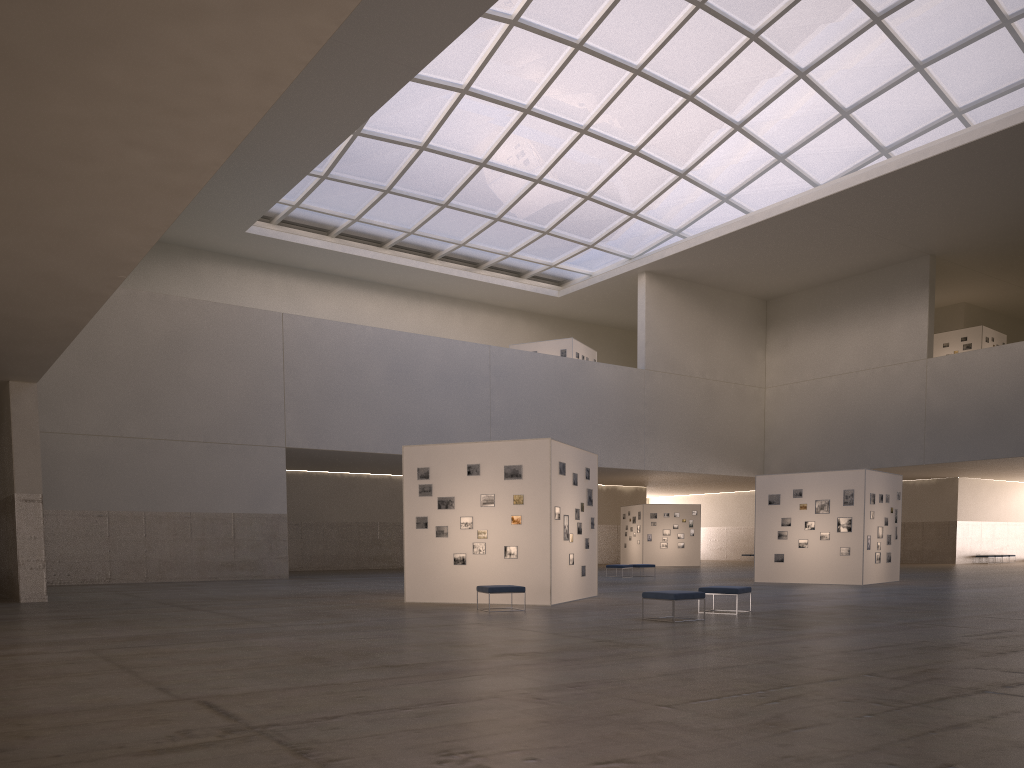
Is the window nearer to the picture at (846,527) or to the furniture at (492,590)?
the picture at (846,527)

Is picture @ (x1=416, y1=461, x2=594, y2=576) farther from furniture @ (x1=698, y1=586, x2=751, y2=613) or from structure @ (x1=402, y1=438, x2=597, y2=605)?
furniture @ (x1=698, y1=586, x2=751, y2=613)

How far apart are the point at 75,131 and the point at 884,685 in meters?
12.0 m

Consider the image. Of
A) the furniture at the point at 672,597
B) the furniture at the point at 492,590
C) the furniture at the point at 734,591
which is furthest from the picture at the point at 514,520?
the furniture at the point at 672,597

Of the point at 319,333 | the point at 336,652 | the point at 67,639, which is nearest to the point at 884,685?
the point at 336,652

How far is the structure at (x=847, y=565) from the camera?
34.0m

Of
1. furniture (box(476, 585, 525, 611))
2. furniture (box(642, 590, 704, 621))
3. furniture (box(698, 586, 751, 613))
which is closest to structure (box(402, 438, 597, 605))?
furniture (box(476, 585, 525, 611))

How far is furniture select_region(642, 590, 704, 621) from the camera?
18.1m

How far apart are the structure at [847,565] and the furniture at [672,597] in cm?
1794

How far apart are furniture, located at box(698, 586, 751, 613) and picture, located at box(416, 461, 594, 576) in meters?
5.2
